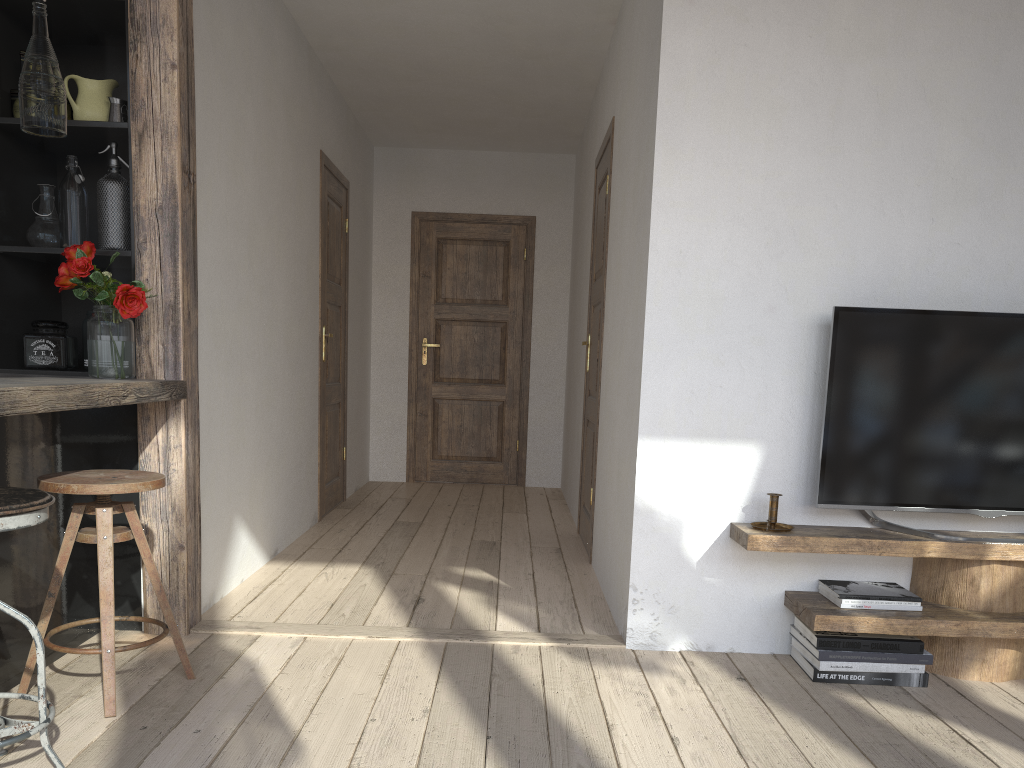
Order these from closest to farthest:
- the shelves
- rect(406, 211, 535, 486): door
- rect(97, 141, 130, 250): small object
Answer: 1. the shelves
2. rect(97, 141, 130, 250): small object
3. rect(406, 211, 535, 486): door

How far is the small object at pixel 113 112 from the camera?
2.88m

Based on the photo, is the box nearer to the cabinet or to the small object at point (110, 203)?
the cabinet

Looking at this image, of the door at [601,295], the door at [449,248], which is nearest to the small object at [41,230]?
the door at [601,295]

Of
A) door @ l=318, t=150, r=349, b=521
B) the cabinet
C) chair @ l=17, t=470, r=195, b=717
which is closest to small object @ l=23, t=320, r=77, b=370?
the cabinet

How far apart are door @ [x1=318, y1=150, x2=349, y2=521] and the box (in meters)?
2.18

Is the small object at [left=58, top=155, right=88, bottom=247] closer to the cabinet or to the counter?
the cabinet

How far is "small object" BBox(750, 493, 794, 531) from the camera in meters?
2.8

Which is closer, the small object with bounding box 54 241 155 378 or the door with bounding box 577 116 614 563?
the small object with bounding box 54 241 155 378

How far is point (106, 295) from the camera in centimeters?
265cm
